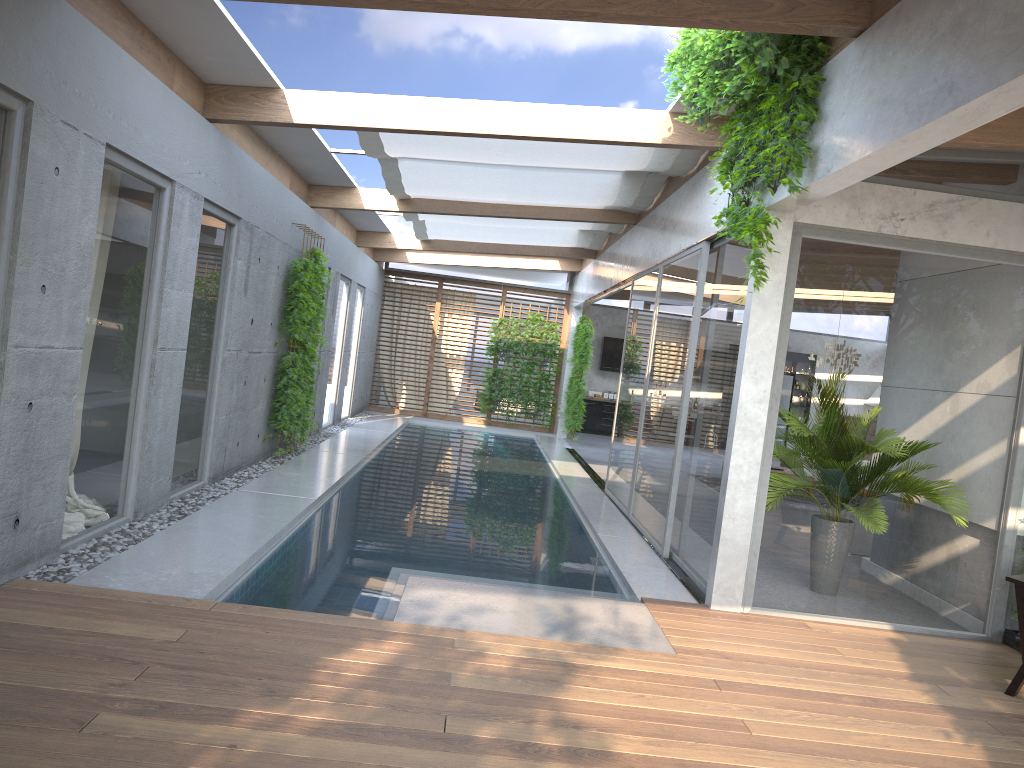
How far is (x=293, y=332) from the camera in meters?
10.0 m

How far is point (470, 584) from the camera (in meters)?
5.86

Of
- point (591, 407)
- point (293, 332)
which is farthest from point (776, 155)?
point (591, 407)

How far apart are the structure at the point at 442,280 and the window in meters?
0.2 m

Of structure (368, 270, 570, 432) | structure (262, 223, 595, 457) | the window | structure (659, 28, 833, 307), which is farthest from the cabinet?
structure (659, 28, 833, 307)

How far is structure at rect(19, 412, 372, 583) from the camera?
5.1m

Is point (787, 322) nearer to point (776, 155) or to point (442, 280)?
point (776, 155)

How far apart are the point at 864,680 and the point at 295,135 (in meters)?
6.84

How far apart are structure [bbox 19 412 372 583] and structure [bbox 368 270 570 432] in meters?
2.1 m

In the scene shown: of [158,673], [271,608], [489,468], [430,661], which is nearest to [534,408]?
[489,468]
